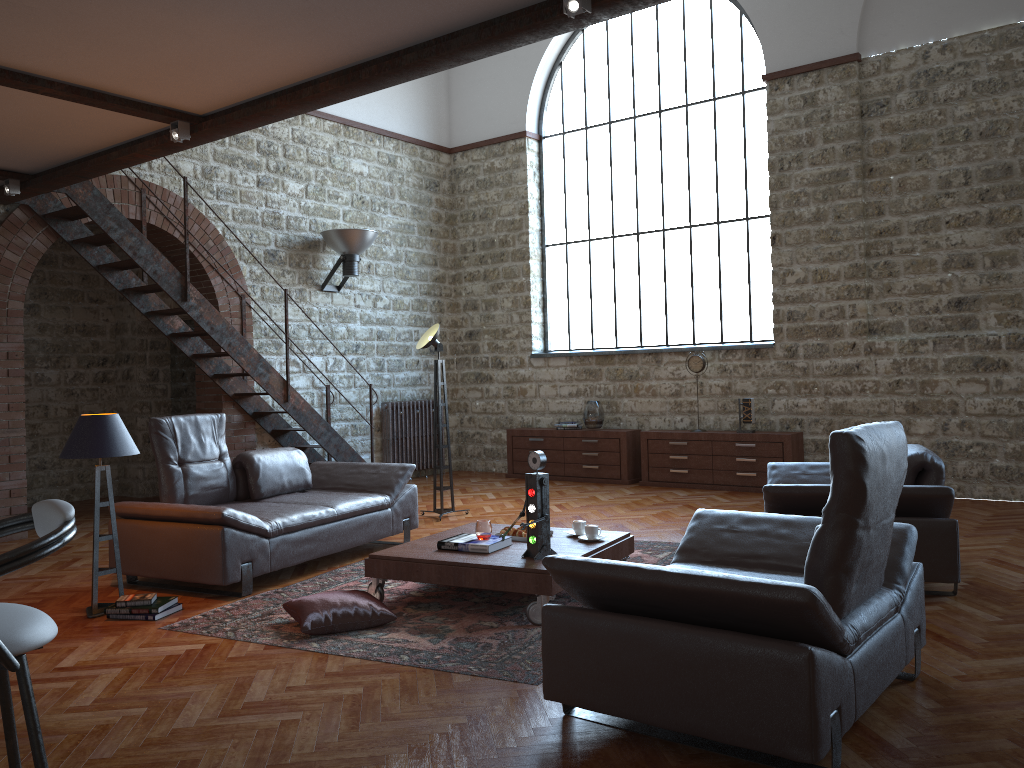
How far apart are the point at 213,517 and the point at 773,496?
3.21m

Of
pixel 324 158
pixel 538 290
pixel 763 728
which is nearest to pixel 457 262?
pixel 538 290

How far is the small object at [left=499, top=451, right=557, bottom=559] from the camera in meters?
4.7

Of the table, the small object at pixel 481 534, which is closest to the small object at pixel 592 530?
the table

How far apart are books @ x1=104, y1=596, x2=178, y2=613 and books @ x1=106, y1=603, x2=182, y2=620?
0.0m

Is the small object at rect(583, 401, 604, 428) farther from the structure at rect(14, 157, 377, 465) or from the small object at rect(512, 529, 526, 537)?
the small object at rect(512, 529, 526, 537)

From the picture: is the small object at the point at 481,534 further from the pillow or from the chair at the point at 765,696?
the chair at the point at 765,696

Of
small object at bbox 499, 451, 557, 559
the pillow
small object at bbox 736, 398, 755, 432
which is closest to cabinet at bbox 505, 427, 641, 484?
small object at bbox 736, 398, 755, 432

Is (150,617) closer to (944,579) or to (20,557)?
(20,557)

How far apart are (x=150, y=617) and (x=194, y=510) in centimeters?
68cm
